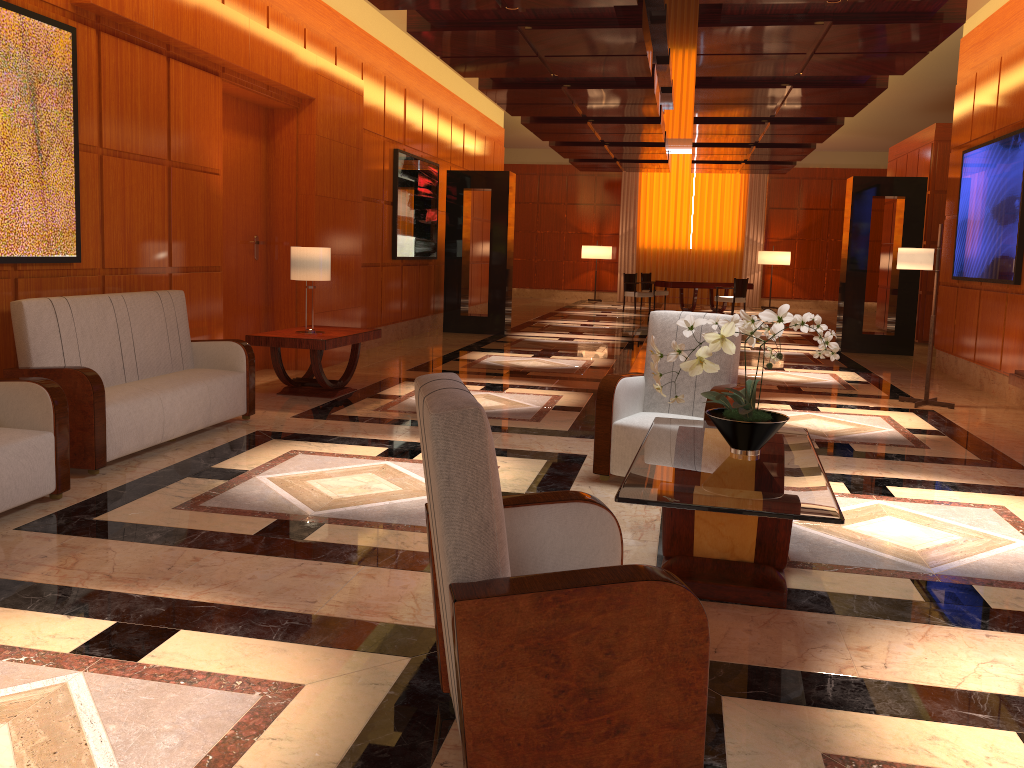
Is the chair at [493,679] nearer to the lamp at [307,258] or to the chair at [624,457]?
the chair at [624,457]

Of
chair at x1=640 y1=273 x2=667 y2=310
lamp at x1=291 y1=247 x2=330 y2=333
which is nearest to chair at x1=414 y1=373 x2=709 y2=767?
lamp at x1=291 y1=247 x2=330 y2=333

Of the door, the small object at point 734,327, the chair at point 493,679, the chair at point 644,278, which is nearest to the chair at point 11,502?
the chair at point 493,679

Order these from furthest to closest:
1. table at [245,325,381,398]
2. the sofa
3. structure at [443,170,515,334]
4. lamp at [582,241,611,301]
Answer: lamp at [582,241,611,301] < structure at [443,170,515,334] < table at [245,325,381,398] < the sofa

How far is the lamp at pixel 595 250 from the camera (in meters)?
23.52

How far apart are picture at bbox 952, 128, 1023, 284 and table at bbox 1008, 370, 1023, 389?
2.8 meters

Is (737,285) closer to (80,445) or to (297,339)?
(297,339)

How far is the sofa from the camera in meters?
4.8 m

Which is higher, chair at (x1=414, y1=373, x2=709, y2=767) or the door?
the door

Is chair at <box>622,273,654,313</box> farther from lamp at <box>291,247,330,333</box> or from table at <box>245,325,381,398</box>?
lamp at <box>291,247,330,333</box>
